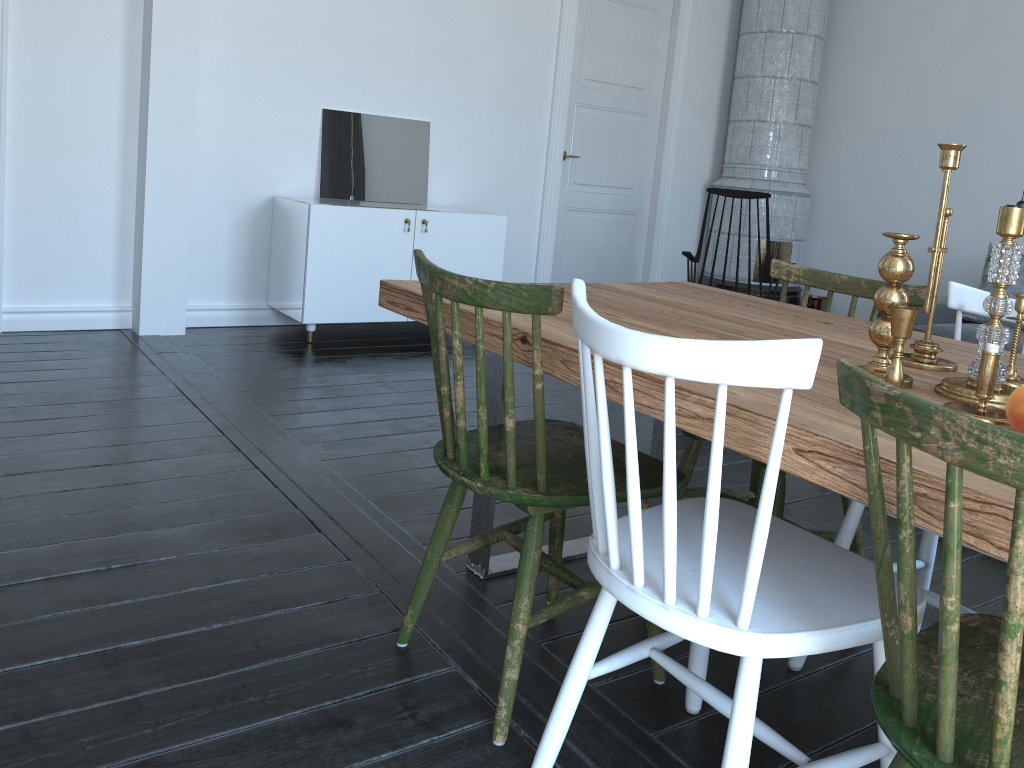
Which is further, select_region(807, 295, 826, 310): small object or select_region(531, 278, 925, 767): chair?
select_region(807, 295, 826, 310): small object

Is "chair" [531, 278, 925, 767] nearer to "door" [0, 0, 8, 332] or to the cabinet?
the cabinet

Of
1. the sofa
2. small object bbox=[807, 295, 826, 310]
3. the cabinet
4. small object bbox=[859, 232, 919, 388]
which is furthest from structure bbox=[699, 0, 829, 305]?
small object bbox=[859, 232, 919, 388]

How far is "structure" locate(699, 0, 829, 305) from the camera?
6.0m

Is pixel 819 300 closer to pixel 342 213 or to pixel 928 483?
pixel 342 213

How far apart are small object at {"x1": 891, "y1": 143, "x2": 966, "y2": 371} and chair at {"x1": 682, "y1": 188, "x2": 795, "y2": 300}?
3.24m

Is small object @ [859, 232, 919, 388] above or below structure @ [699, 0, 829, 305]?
below

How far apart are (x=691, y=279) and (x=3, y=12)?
3.6 meters

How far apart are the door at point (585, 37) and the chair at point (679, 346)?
4.4m

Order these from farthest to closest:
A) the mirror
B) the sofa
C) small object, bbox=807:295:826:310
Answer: small object, bbox=807:295:826:310 → the mirror → the sofa
